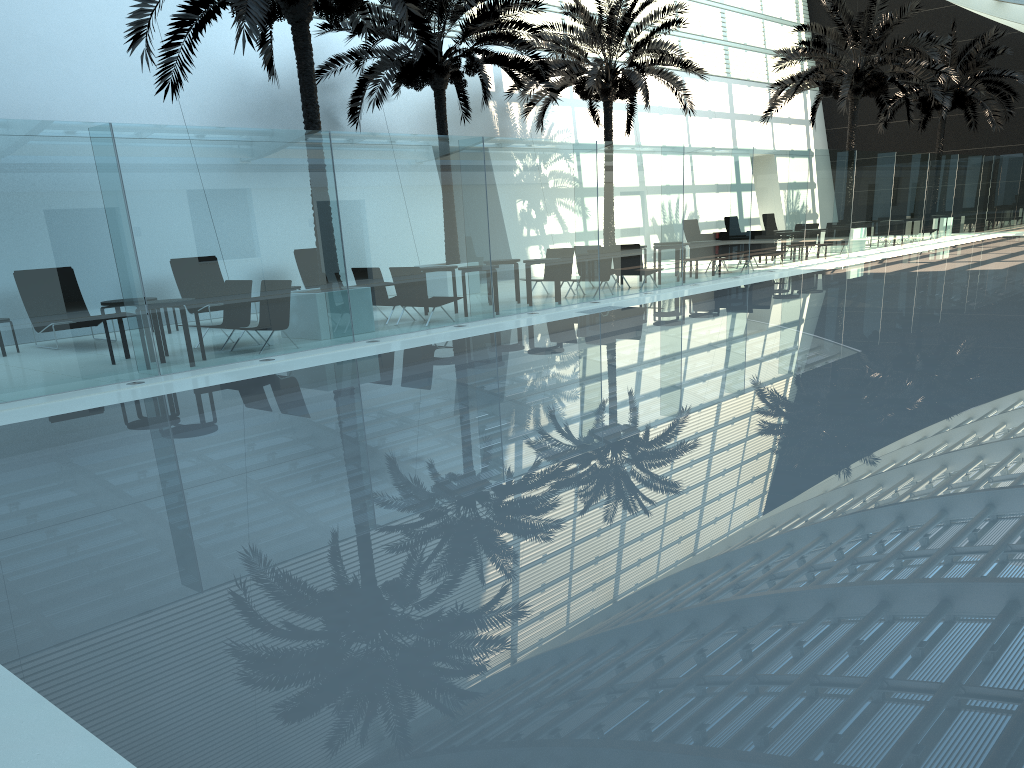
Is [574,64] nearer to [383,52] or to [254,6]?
[383,52]

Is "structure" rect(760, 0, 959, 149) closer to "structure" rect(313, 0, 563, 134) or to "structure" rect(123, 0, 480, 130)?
"structure" rect(313, 0, 563, 134)

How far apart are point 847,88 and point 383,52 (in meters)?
14.11

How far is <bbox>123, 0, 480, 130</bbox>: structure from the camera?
10.94m

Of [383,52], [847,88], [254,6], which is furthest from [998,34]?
[254,6]

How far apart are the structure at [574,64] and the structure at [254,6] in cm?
709

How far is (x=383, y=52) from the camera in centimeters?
1745cm

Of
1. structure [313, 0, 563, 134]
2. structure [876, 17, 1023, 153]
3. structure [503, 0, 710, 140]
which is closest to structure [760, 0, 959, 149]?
structure [503, 0, 710, 140]

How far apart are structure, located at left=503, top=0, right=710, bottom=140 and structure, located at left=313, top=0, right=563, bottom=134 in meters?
0.9

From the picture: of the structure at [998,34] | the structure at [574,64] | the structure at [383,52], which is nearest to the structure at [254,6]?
the structure at [383,52]
